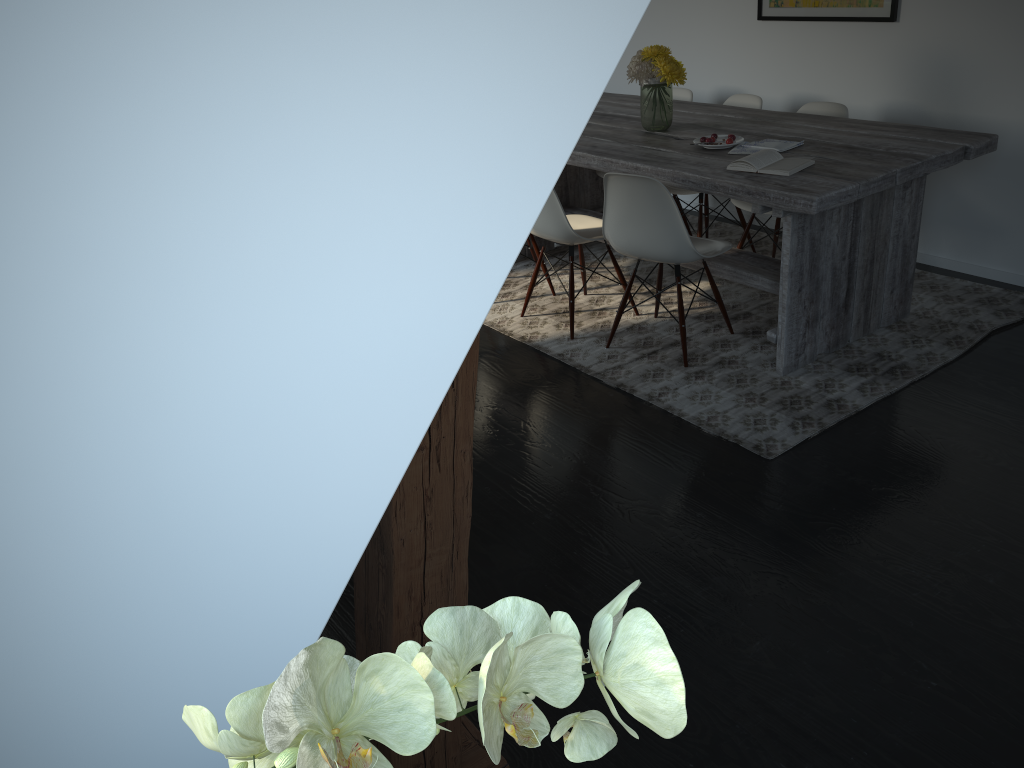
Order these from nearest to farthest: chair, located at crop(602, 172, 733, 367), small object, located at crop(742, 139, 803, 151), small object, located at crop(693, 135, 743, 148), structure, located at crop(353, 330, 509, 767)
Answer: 1. structure, located at crop(353, 330, 509, 767)
2. chair, located at crop(602, 172, 733, 367)
3. small object, located at crop(742, 139, 803, 151)
4. small object, located at crop(693, 135, 743, 148)

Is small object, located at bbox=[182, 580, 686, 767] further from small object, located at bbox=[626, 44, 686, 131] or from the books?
small object, located at bbox=[626, 44, 686, 131]

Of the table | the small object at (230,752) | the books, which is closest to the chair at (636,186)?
the table

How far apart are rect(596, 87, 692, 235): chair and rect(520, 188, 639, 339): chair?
1.2 meters

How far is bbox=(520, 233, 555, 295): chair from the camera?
4.39m

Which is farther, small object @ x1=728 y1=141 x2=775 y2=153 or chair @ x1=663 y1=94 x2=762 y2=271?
chair @ x1=663 y1=94 x2=762 y2=271

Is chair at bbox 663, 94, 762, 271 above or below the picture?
below

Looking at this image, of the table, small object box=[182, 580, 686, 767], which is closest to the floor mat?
the table

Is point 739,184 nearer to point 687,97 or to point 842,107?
point 842,107

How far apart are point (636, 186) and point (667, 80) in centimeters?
82cm
